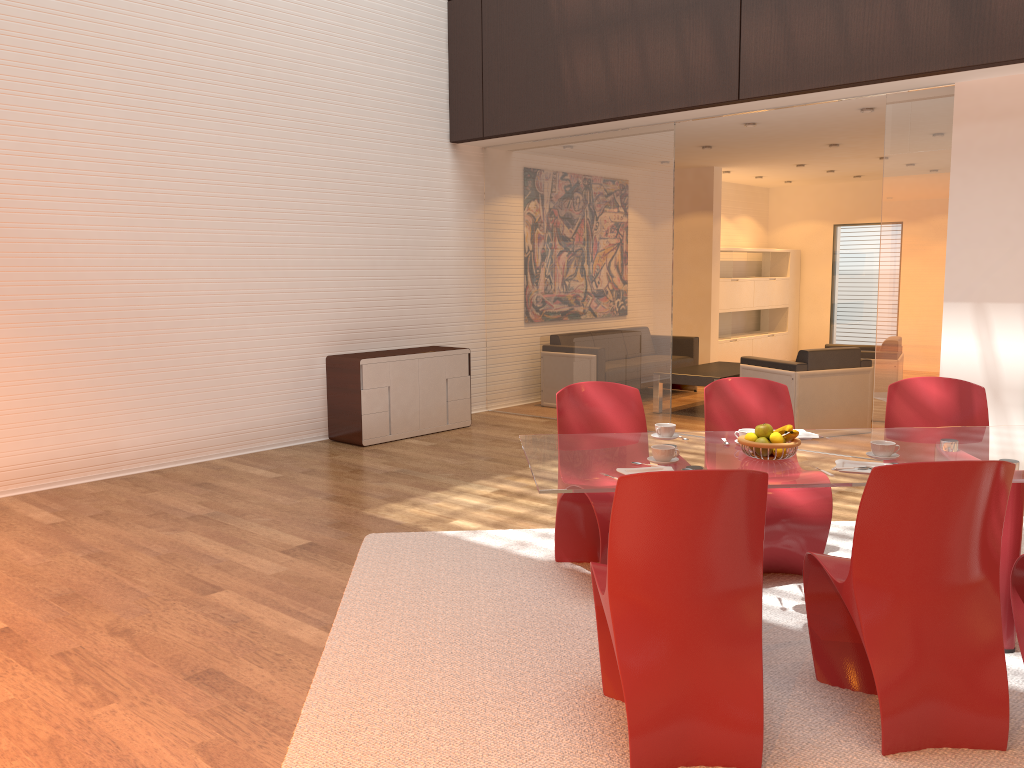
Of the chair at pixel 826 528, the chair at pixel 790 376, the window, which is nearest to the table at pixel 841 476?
the chair at pixel 826 528

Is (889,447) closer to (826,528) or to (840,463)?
(840,463)

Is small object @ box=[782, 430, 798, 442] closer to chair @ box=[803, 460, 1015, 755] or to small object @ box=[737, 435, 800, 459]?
small object @ box=[737, 435, 800, 459]

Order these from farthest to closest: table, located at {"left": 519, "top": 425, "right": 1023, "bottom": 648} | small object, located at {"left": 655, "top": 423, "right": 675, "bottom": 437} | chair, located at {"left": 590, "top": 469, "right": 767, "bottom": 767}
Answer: small object, located at {"left": 655, "top": 423, "right": 675, "bottom": 437} < table, located at {"left": 519, "top": 425, "right": 1023, "bottom": 648} < chair, located at {"left": 590, "top": 469, "right": 767, "bottom": 767}

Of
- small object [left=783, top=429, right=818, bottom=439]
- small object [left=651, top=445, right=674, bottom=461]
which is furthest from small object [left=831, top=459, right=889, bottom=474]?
small object [left=651, top=445, right=674, bottom=461]

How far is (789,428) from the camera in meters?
3.3

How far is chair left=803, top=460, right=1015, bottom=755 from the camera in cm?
261

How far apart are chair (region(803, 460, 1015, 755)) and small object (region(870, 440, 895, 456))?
0.5m

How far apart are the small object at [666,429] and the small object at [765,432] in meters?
0.5

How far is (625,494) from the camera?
2.5 meters
